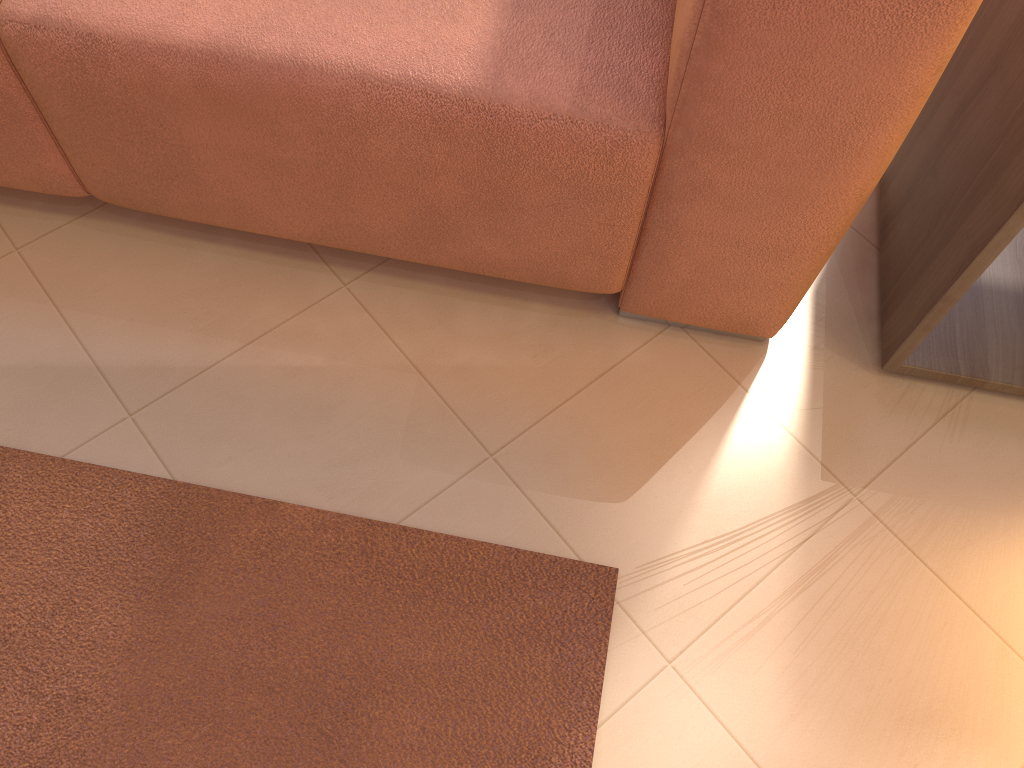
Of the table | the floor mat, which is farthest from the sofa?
the floor mat

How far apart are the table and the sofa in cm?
14

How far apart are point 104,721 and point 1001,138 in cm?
120

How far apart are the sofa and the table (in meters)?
0.14

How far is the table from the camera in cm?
99

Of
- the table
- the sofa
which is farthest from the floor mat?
the table

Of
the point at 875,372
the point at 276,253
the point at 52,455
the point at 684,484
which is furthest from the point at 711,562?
the point at 52,455

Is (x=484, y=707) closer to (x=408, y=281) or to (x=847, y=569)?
(x=847, y=569)

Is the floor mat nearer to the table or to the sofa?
the sofa

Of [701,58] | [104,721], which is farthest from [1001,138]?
[104,721]
